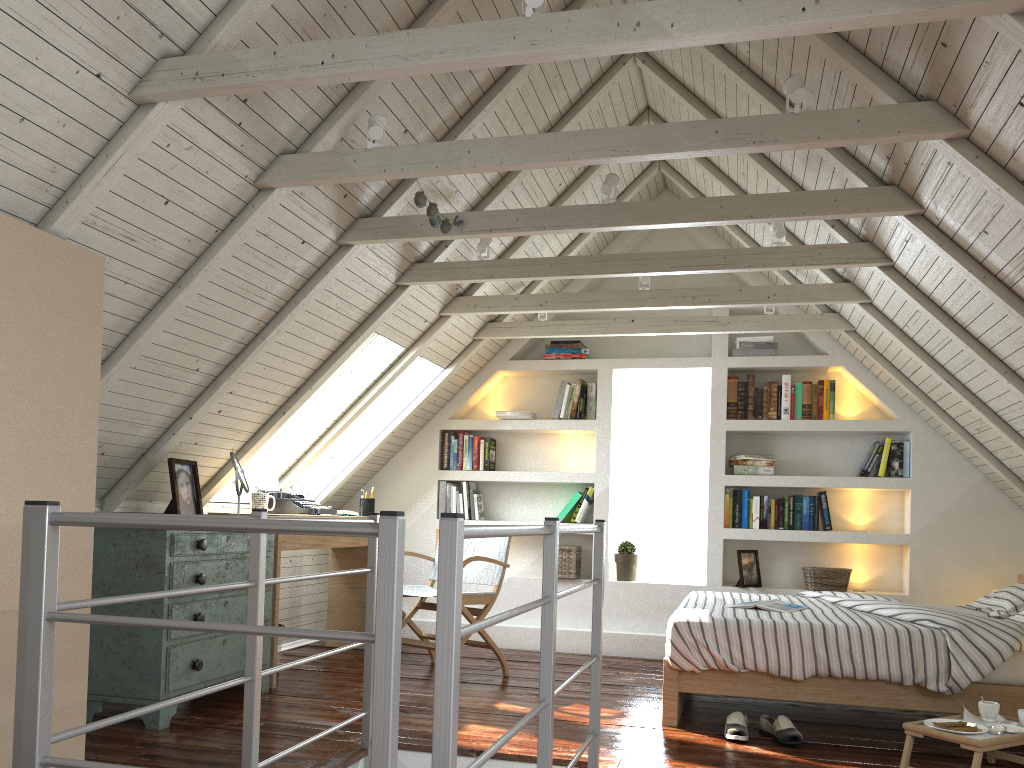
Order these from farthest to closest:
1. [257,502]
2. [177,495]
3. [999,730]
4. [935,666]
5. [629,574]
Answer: [629,574], [257,502], [177,495], [935,666], [999,730]

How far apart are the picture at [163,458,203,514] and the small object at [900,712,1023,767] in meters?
2.7 m

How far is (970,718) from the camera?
2.9 meters

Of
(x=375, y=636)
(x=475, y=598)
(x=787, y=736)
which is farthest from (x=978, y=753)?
(x=475, y=598)

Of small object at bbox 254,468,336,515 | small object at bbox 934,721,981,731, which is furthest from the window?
small object at bbox 934,721,981,731

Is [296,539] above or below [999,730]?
above

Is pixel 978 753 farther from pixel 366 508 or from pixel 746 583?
pixel 366 508

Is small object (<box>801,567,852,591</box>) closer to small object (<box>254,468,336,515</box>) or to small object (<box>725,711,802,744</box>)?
small object (<box>725,711,802,744</box>)

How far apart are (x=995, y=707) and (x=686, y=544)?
2.8 meters

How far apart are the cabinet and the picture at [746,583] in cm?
268
